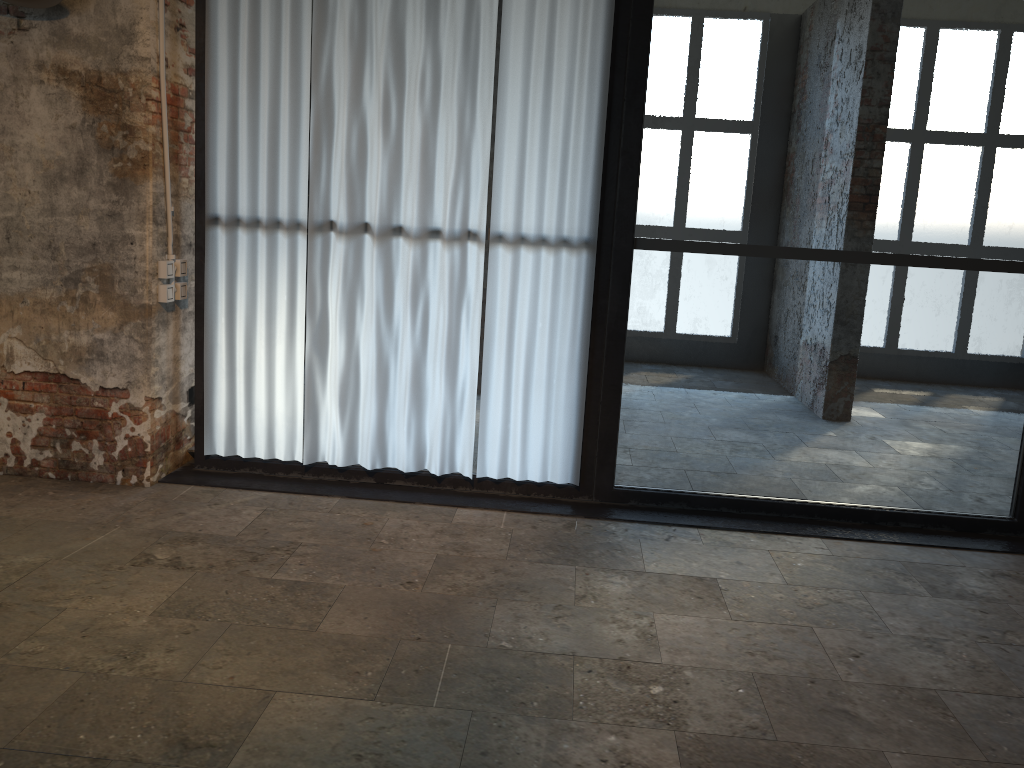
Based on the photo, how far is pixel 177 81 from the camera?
4.5 meters

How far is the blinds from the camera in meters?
4.3 m

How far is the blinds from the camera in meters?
4.3 m

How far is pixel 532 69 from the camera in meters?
4.3
